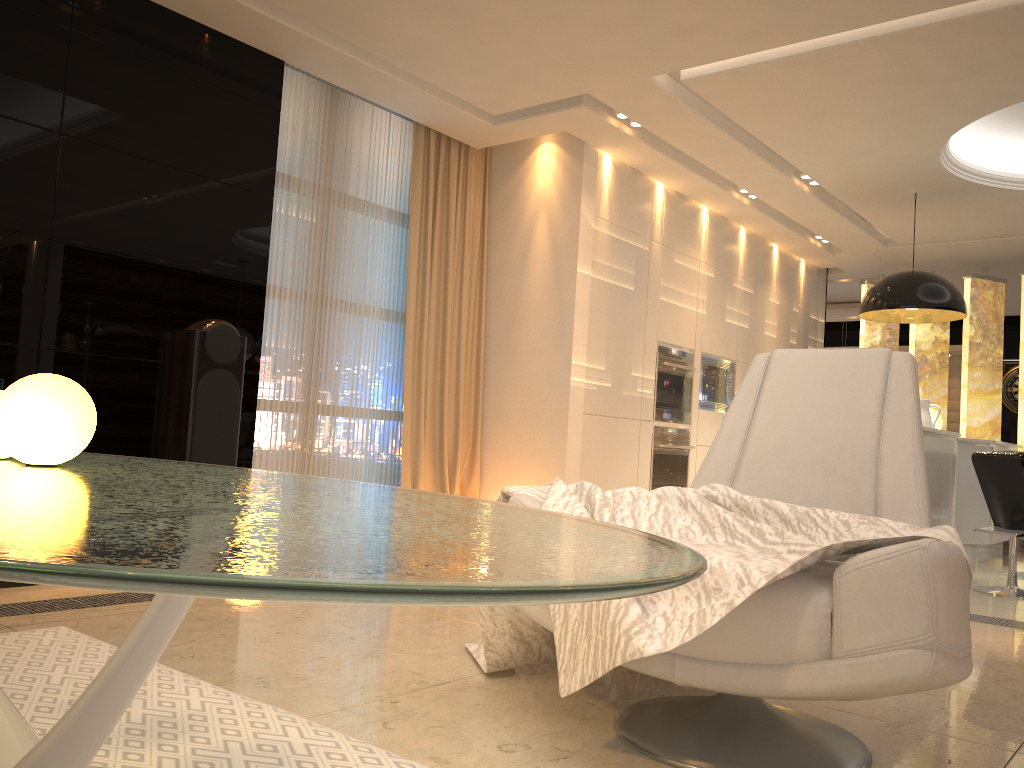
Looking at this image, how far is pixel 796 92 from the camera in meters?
4.8

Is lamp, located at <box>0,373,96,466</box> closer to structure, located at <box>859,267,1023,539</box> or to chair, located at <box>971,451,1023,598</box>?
chair, located at <box>971,451,1023,598</box>

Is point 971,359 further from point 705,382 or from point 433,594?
point 433,594

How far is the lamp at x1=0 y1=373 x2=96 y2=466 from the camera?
1.3 meters

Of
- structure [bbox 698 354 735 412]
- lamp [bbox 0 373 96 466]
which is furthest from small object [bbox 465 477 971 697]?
structure [bbox 698 354 735 412]

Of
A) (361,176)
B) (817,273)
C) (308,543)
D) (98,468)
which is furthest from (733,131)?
(308,543)

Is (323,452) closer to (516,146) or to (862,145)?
(516,146)

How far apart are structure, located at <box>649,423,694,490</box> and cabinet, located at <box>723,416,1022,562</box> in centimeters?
186cm

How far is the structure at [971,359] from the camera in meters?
8.2 m

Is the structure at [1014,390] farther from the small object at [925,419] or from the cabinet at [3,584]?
the cabinet at [3,584]
